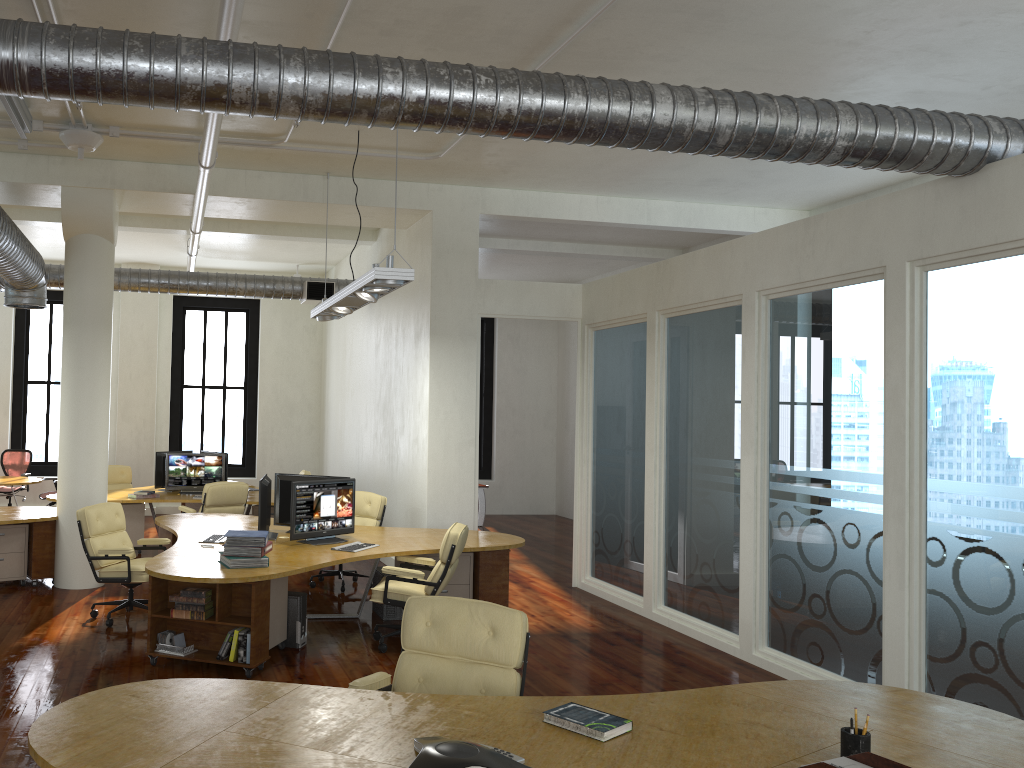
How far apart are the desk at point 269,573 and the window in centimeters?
682cm

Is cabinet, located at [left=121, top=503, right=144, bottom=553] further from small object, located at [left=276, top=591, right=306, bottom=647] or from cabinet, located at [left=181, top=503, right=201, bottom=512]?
small object, located at [left=276, top=591, right=306, bottom=647]

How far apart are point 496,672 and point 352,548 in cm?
348

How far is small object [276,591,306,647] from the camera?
7.12m

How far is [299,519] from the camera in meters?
7.7 m

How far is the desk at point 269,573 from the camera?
6.3m

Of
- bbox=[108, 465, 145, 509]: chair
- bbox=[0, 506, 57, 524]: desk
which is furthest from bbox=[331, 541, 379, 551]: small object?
bbox=[108, 465, 145, 509]: chair

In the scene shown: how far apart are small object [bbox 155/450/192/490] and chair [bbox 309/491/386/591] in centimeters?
356cm

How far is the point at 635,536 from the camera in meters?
8.9

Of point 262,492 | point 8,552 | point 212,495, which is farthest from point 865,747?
point 212,495
